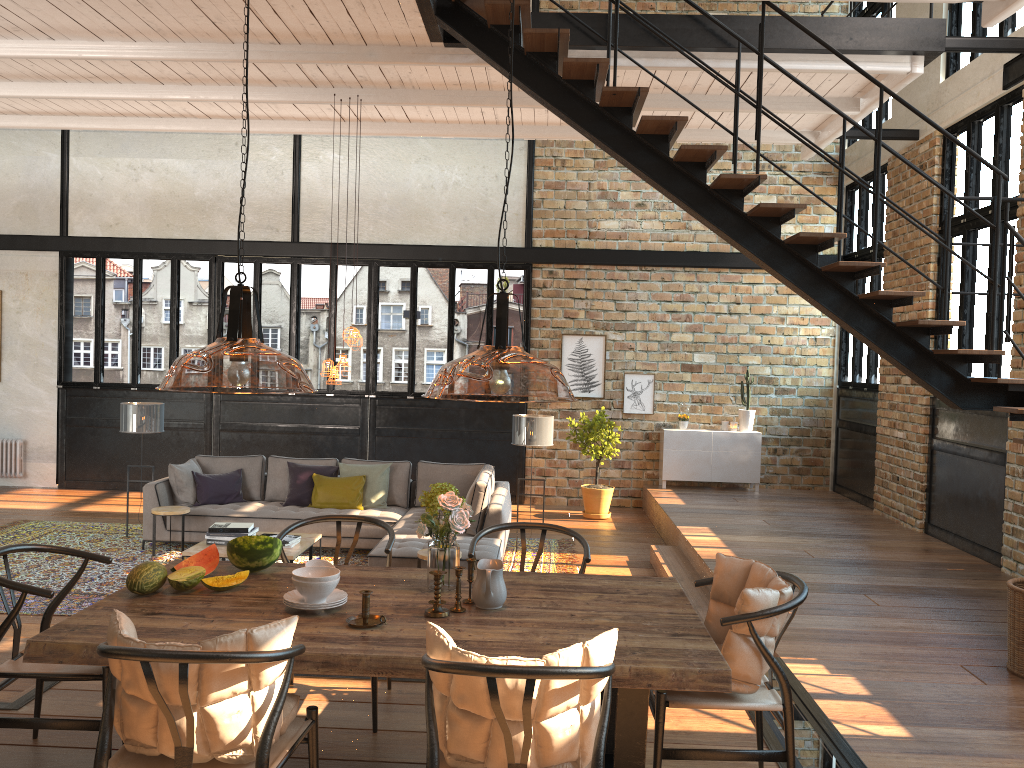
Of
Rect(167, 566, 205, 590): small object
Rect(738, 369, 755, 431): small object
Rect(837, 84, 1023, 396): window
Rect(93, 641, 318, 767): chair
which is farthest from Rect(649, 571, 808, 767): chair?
Rect(738, 369, 755, 431): small object

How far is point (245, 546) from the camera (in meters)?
3.79

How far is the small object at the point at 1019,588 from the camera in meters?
4.9 m

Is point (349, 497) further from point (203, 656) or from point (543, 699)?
point (543, 699)

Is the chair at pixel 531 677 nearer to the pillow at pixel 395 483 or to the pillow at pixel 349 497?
the pillow at pixel 349 497

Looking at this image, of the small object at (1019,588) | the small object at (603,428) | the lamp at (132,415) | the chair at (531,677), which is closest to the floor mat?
the lamp at (132,415)

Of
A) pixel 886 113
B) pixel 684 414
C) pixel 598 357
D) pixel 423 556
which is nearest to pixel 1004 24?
pixel 886 113

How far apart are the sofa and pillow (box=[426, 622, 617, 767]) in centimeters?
458cm

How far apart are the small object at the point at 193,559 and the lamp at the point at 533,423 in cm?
532

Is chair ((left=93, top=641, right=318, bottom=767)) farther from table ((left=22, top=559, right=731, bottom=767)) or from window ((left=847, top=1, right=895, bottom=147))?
window ((left=847, top=1, right=895, bottom=147))
